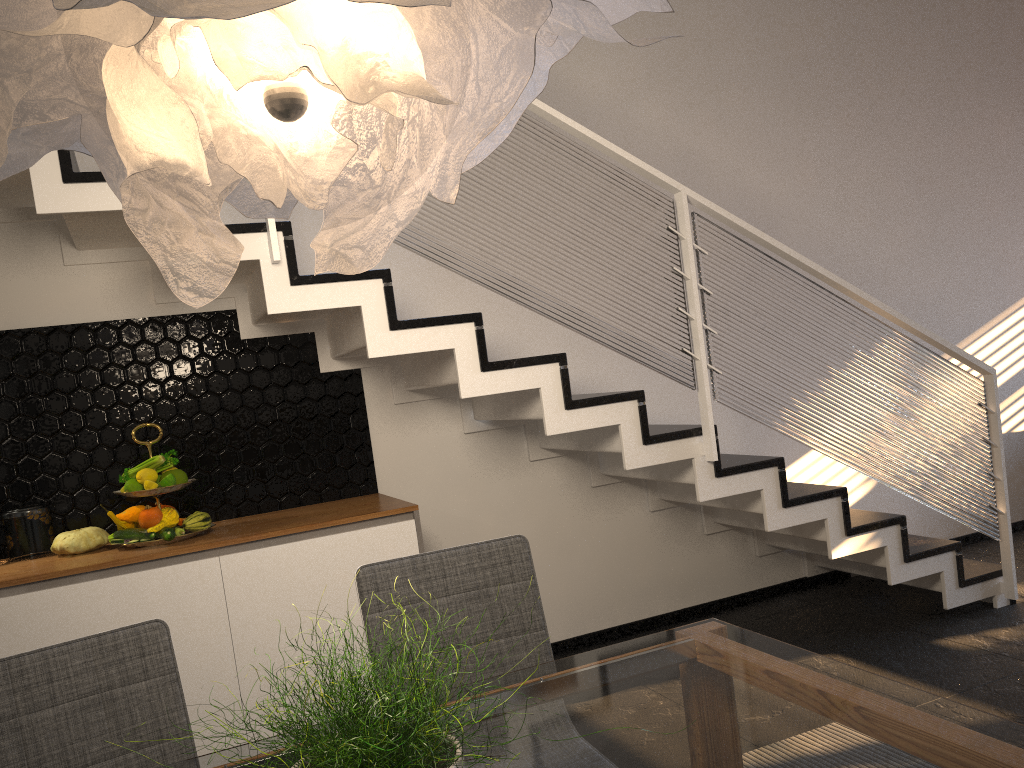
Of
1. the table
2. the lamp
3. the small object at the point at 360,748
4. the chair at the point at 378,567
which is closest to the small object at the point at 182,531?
the chair at the point at 378,567

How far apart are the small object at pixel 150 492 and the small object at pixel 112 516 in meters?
0.1

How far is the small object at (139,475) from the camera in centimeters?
304cm

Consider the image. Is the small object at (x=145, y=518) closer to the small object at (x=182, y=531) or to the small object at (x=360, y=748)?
the small object at (x=182, y=531)

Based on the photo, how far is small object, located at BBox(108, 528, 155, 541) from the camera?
3.0 meters

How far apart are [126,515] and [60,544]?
0.23m

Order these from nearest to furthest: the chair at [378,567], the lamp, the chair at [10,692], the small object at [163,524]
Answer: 1. the lamp
2. the chair at [10,692]
3. the chair at [378,567]
4. the small object at [163,524]

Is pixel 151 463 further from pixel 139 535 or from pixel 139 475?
pixel 139 535

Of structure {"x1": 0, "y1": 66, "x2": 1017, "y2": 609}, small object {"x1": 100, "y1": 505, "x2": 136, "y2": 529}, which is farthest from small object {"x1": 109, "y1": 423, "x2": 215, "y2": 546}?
structure {"x1": 0, "y1": 66, "x2": 1017, "y2": 609}

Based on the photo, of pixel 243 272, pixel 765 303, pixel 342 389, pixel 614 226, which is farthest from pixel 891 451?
pixel 243 272
